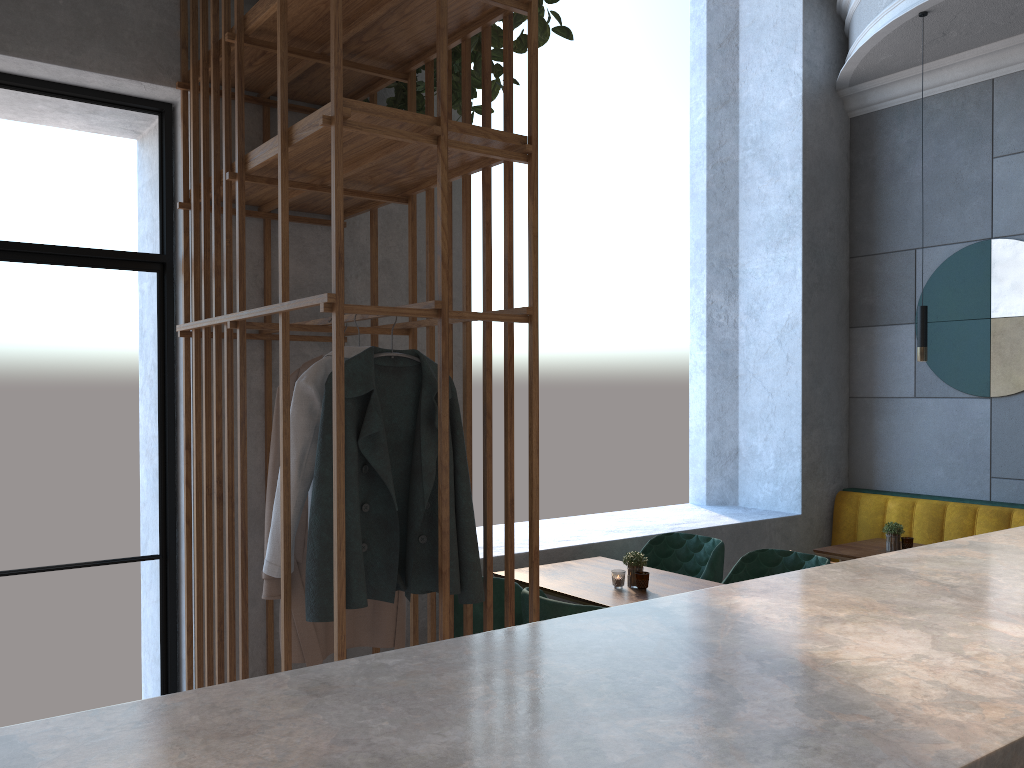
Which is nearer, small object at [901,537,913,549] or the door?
the door

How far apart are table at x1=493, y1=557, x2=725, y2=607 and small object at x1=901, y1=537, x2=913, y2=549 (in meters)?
1.35

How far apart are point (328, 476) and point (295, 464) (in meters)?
0.17

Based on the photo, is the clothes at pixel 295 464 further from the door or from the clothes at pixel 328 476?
the door

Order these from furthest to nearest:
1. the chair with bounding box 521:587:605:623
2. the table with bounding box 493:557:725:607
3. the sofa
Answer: the sofa < the table with bounding box 493:557:725:607 < the chair with bounding box 521:587:605:623

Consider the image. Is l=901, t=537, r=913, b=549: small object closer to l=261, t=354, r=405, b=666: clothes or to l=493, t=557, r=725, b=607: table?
l=493, t=557, r=725, b=607: table

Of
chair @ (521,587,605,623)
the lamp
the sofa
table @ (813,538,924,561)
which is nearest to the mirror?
the sofa

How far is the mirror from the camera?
5.0 meters

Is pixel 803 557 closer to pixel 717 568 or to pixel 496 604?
pixel 717 568

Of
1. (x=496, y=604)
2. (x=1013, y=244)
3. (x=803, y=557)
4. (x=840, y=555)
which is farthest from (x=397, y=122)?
(x=1013, y=244)
